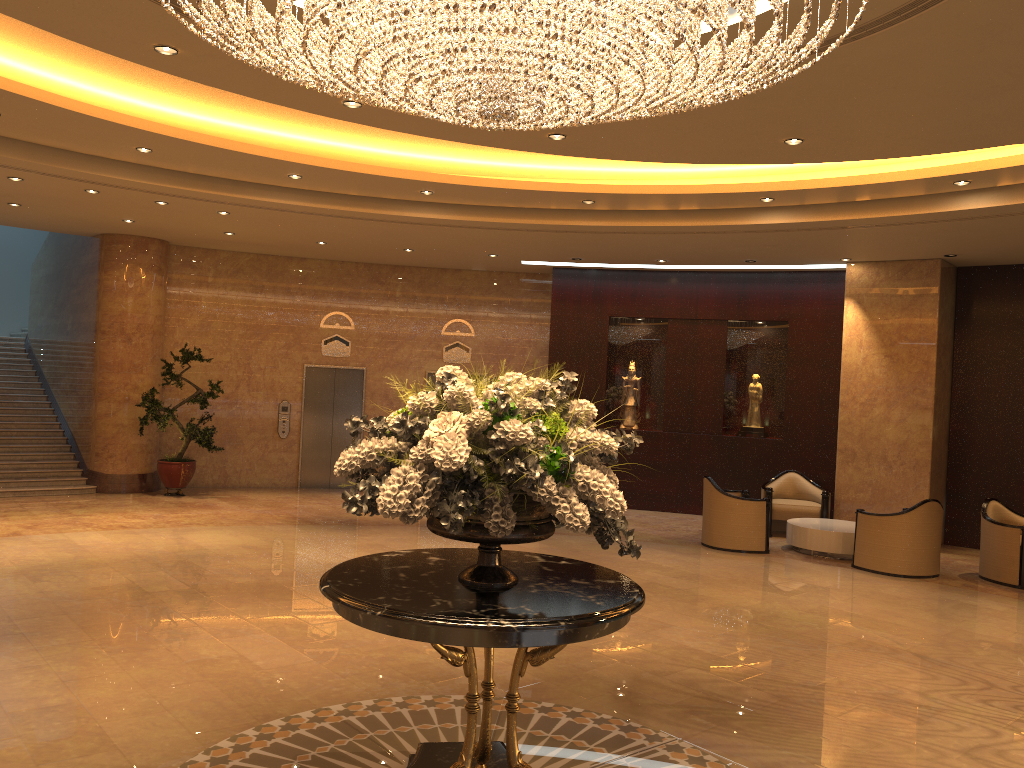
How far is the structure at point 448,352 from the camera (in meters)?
15.79

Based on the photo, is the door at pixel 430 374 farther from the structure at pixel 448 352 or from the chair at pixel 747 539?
the chair at pixel 747 539

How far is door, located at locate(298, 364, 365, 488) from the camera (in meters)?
15.37

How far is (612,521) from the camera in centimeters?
389cm

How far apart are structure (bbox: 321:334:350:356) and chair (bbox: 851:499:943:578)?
8.84m

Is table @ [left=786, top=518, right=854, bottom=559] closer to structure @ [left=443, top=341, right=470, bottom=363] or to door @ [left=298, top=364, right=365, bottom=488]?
structure @ [left=443, top=341, right=470, bottom=363]

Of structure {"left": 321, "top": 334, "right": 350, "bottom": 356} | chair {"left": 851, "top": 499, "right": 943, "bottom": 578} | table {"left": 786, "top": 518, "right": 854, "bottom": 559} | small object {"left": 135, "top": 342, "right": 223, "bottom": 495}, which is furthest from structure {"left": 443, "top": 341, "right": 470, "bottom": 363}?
chair {"left": 851, "top": 499, "right": 943, "bottom": 578}

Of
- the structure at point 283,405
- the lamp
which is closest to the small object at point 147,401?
the structure at point 283,405

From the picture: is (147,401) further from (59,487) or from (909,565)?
(909,565)

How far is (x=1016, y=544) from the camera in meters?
9.9 m
